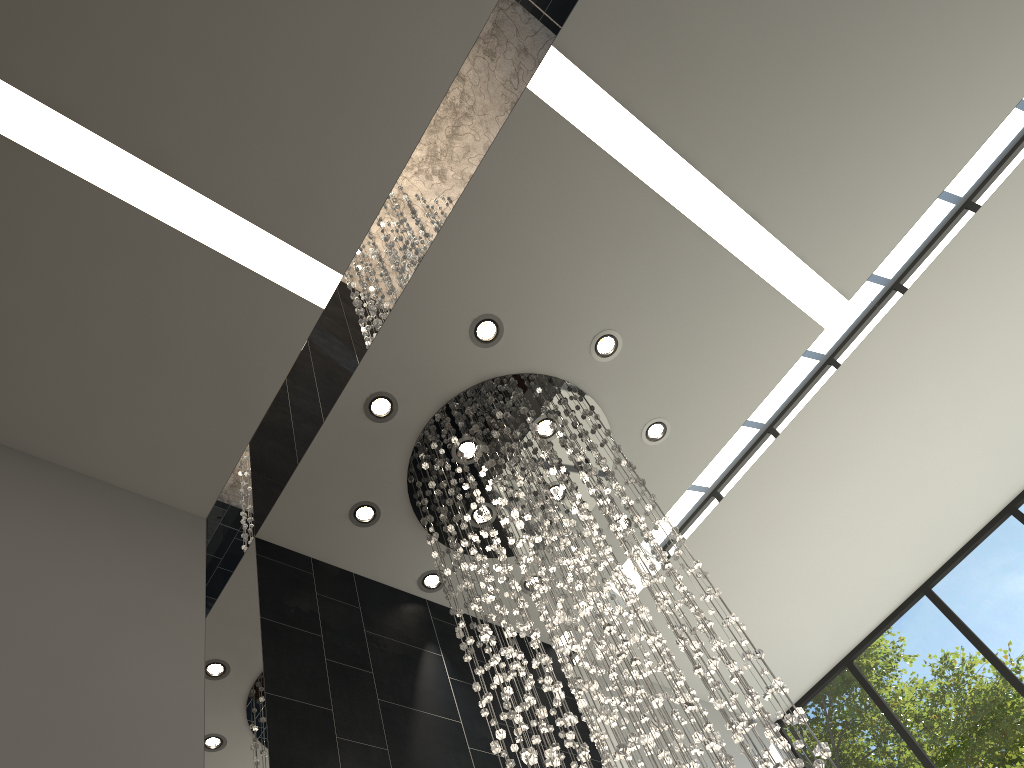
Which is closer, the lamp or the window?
the lamp

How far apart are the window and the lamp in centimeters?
270cm

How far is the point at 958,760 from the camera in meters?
6.1 m

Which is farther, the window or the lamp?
the window

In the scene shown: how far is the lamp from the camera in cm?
336

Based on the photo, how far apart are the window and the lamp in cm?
270

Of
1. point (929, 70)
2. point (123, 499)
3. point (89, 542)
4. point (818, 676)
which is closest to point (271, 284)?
point (123, 499)

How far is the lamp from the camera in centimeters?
336cm

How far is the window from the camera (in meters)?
6.06
